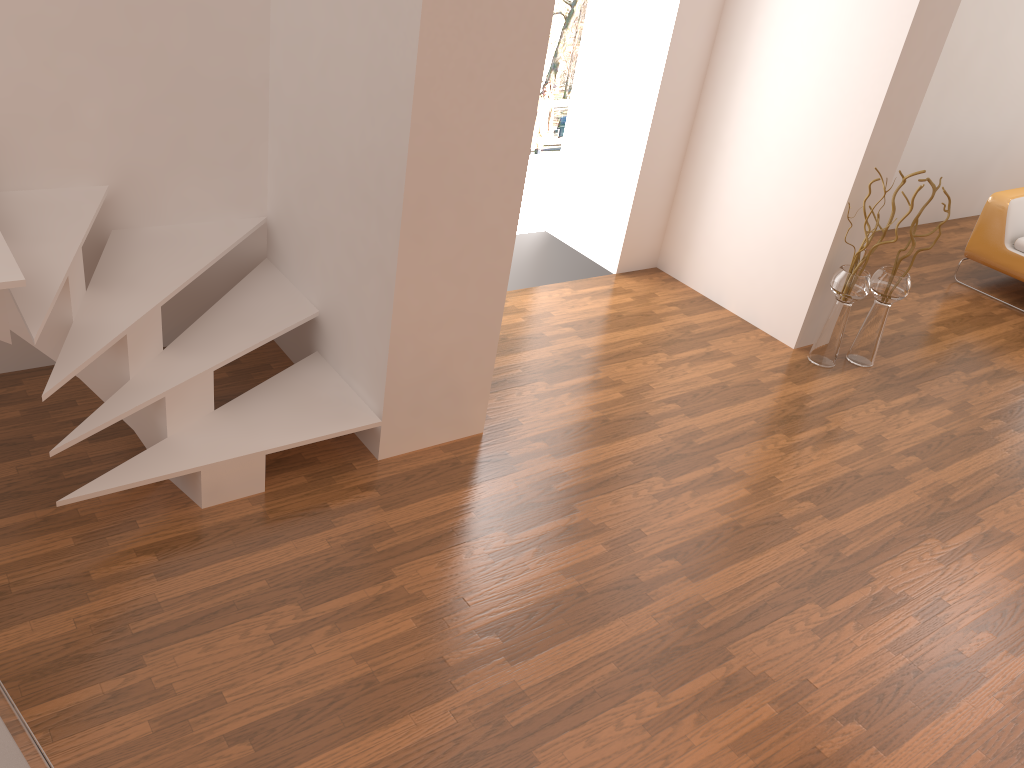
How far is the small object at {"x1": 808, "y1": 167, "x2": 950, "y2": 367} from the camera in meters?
4.5 m

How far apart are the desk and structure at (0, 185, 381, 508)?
1.22m

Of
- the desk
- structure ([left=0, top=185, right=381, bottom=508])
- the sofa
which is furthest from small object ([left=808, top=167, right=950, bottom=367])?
the desk

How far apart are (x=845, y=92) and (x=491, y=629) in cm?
323

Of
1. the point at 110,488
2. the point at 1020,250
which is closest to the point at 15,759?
the point at 110,488

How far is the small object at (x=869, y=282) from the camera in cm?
454

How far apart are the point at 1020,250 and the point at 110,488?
5.8m

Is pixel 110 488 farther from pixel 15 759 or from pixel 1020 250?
pixel 1020 250

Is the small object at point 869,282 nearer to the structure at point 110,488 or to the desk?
the structure at point 110,488

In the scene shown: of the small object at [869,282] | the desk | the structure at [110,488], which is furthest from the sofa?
the desk
